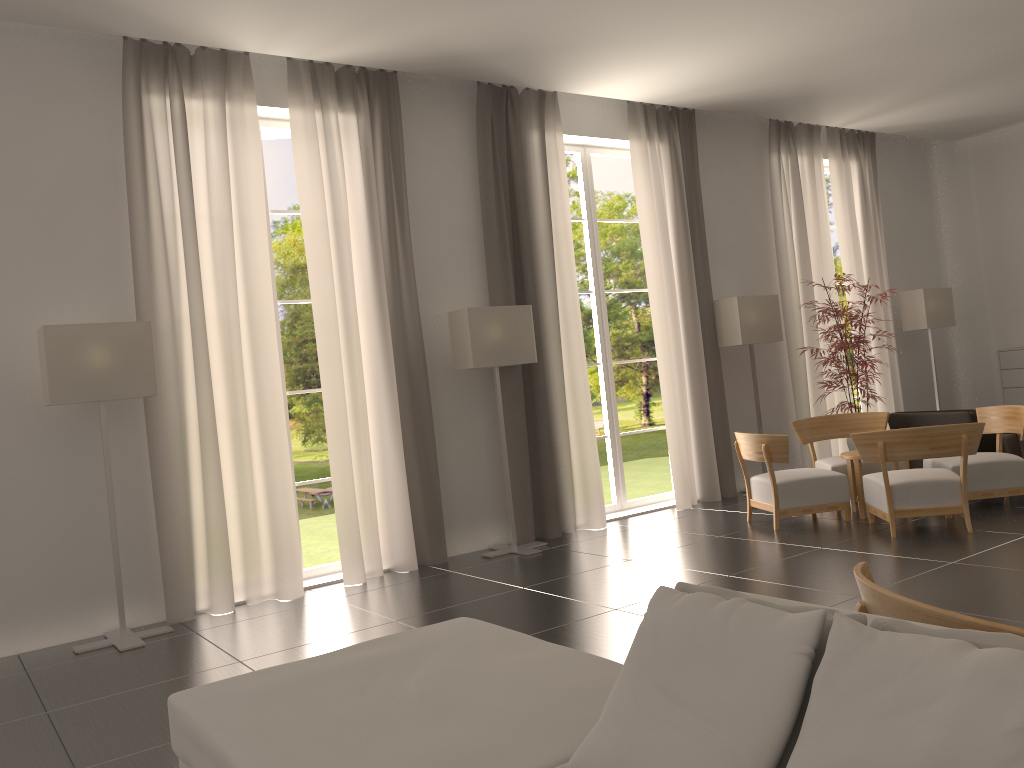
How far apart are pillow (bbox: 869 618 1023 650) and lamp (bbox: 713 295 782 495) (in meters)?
11.46

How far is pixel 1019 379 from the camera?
16.7m

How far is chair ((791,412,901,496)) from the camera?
12.4m

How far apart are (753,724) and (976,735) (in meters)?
0.68

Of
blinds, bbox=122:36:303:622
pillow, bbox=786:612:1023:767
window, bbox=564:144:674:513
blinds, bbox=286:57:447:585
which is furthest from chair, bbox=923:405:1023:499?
pillow, bbox=786:612:1023:767

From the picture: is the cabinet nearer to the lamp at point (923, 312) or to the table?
the lamp at point (923, 312)

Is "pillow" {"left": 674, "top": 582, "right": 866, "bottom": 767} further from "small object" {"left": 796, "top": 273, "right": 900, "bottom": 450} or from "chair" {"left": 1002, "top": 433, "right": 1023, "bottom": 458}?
"chair" {"left": 1002, "top": 433, "right": 1023, "bottom": 458}

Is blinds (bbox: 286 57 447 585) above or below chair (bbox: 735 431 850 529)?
above

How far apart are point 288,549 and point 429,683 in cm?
615

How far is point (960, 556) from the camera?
8.8 meters
